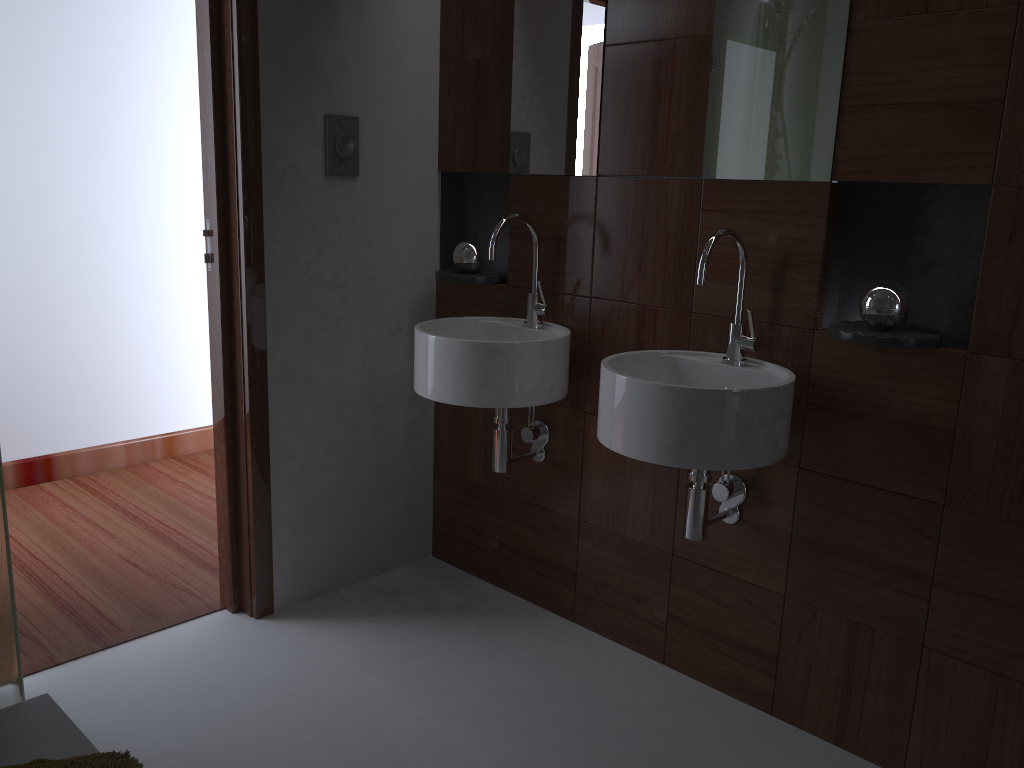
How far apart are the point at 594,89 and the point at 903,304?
0.96m

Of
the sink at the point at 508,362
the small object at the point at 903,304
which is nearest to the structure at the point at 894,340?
the small object at the point at 903,304

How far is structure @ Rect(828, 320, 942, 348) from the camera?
1.7 meters

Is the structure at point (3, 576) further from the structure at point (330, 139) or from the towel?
the structure at point (330, 139)

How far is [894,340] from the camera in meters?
1.7 m

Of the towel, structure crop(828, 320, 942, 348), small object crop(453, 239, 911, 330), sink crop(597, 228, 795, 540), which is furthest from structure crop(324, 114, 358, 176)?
the towel

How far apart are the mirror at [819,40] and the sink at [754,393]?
0.16m

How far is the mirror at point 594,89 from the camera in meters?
2.3 m

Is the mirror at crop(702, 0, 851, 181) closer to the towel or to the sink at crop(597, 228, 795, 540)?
the sink at crop(597, 228, 795, 540)

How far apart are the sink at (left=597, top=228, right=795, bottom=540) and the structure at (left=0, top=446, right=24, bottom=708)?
1.12m
